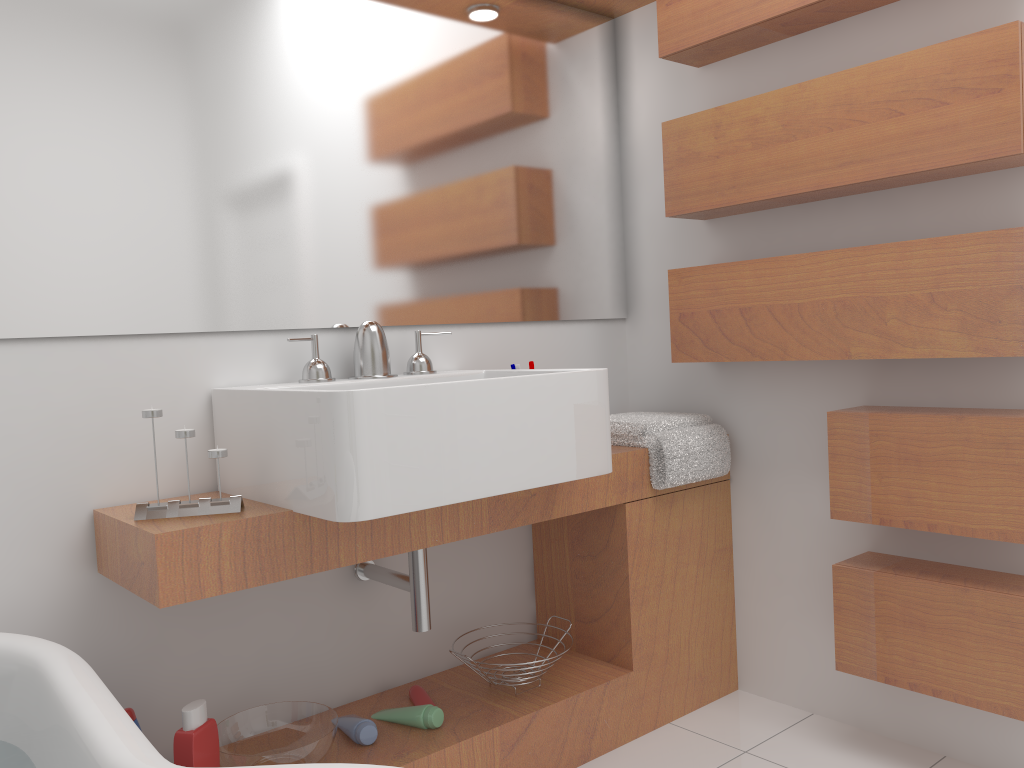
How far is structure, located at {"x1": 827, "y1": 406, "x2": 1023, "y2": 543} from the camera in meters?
1.7 m

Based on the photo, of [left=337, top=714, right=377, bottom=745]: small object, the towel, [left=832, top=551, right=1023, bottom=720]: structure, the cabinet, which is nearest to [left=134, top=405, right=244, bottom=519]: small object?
the cabinet

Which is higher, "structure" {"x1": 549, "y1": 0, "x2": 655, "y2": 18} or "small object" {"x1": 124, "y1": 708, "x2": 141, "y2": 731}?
"structure" {"x1": 549, "y1": 0, "x2": 655, "y2": 18}

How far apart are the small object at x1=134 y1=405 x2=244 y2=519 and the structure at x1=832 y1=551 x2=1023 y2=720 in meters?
1.3

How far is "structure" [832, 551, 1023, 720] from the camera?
1.7m

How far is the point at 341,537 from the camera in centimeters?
165cm

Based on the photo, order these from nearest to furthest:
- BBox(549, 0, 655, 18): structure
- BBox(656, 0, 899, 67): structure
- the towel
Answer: BBox(656, 0, 899, 67): structure < the towel < BBox(549, 0, 655, 18): structure

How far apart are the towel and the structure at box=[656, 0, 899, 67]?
0.94m

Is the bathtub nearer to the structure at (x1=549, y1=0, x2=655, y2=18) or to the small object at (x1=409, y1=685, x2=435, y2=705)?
the small object at (x1=409, y1=685, x2=435, y2=705)

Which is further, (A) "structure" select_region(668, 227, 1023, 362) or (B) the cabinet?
(A) "structure" select_region(668, 227, 1023, 362)
